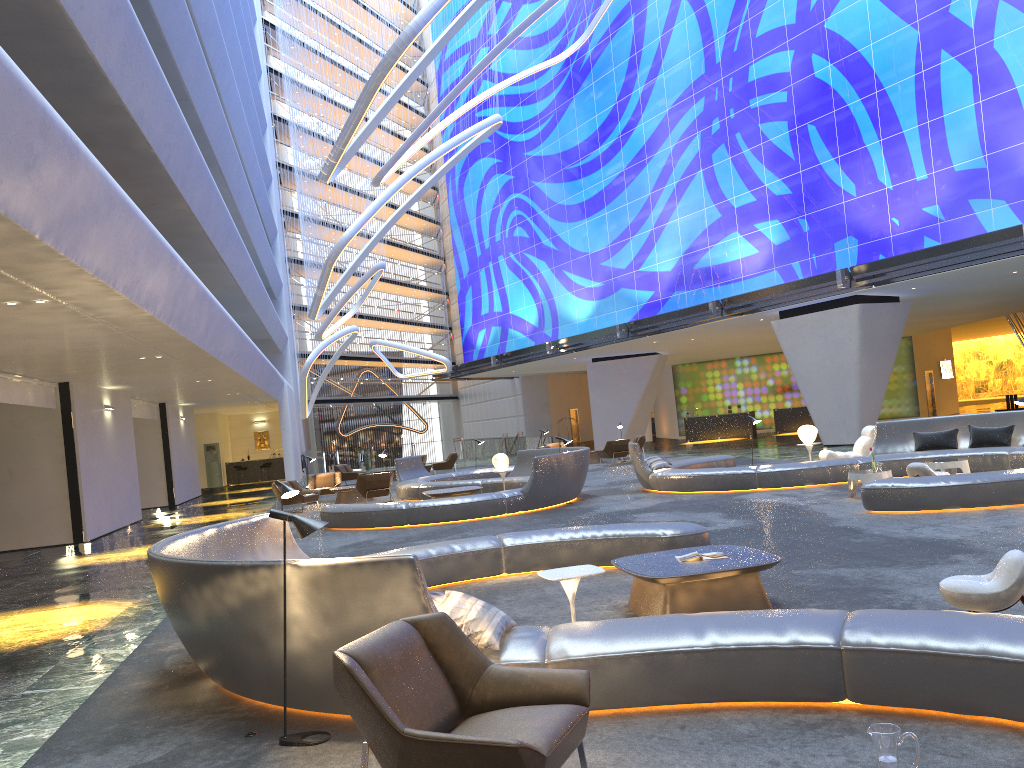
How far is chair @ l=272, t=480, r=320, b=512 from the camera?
20.9m

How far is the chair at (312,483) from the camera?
24.1m

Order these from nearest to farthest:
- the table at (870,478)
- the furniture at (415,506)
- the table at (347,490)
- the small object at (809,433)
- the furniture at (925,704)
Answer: the furniture at (925,704)
the table at (870,478)
the furniture at (415,506)
the small object at (809,433)
the table at (347,490)

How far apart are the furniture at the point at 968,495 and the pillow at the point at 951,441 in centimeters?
15cm

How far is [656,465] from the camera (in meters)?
17.39

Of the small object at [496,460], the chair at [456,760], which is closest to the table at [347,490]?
the small object at [496,460]

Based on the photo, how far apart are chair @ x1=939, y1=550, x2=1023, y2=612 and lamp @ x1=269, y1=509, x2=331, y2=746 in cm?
397

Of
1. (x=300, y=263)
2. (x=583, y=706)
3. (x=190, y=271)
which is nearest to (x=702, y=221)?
(x=190, y=271)

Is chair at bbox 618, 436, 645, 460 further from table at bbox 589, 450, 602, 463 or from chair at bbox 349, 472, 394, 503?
chair at bbox 349, 472, 394, 503

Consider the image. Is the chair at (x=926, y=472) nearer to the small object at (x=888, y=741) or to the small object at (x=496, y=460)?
the small object at (x=496, y=460)
